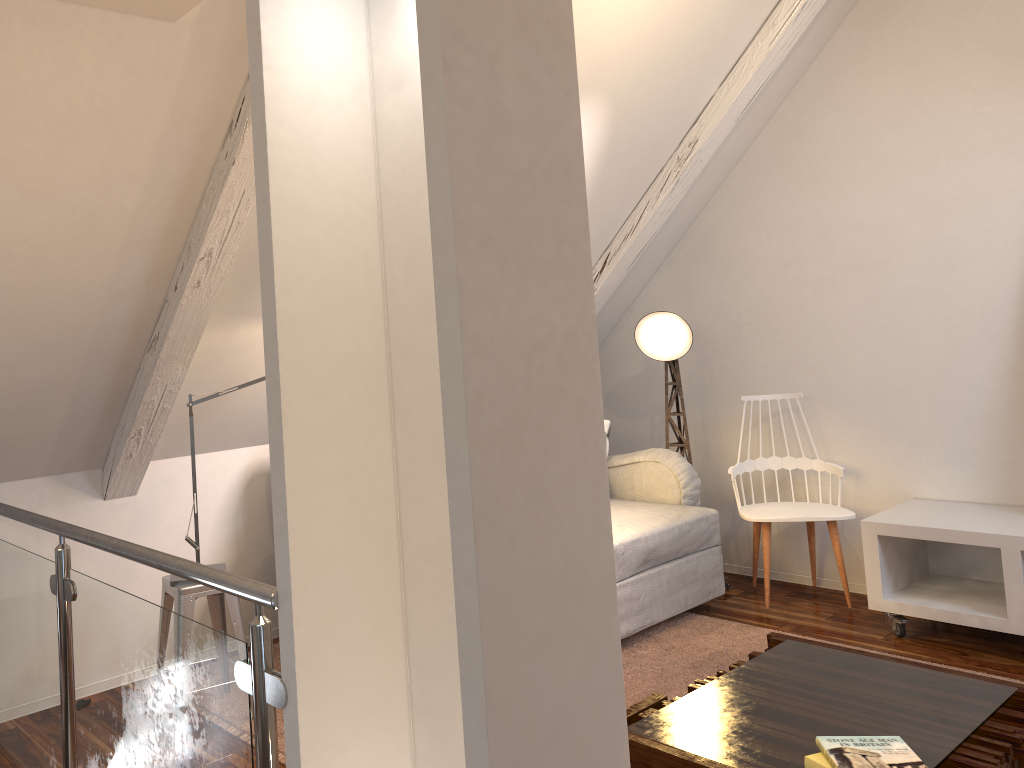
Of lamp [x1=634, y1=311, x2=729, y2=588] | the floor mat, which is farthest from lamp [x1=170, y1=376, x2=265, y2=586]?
lamp [x1=634, y1=311, x2=729, y2=588]

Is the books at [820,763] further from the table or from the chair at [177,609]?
the chair at [177,609]

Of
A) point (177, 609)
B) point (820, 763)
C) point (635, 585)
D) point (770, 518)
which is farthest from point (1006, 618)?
point (177, 609)

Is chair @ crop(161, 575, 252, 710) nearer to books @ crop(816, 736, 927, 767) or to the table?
the table

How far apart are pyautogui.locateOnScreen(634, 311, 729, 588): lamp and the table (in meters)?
1.53

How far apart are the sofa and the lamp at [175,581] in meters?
1.3 m

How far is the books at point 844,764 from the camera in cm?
159

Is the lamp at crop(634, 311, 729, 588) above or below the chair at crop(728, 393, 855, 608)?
above

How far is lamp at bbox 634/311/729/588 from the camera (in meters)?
3.76

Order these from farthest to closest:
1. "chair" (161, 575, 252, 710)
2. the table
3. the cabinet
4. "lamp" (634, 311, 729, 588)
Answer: "lamp" (634, 311, 729, 588) → the cabinet → "chair" (161, 575, 252, 710) → the table
